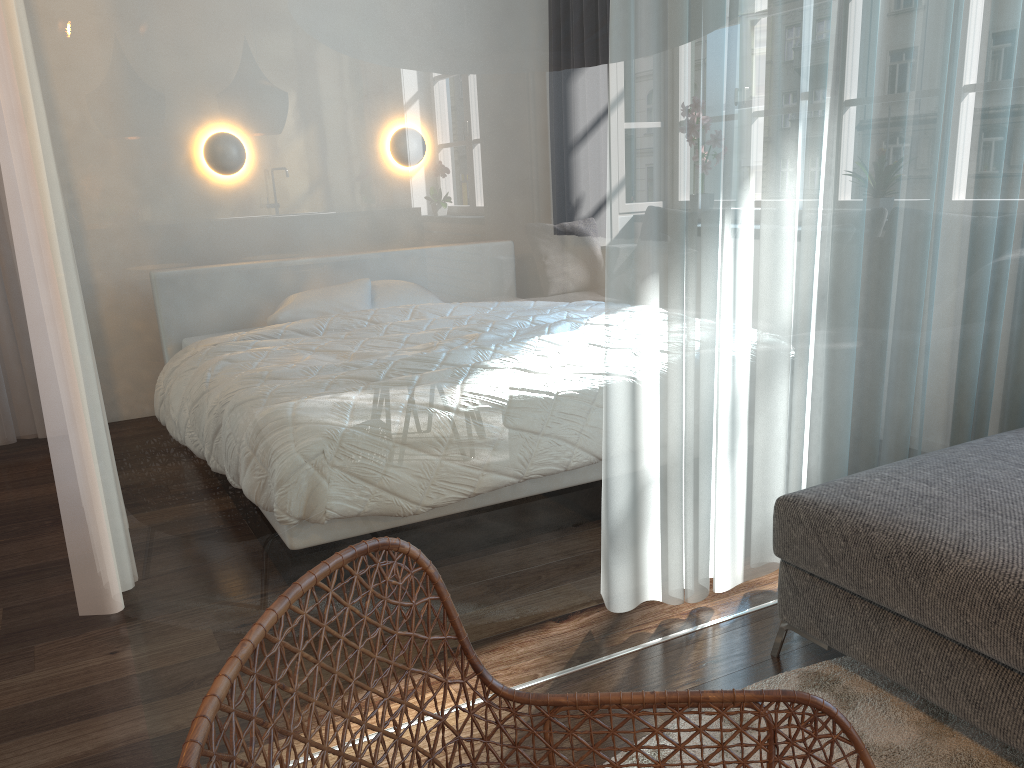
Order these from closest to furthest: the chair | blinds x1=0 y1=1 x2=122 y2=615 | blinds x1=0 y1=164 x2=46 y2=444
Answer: the chair, blinds x1=0 y1=1 x2=122 y2=615, blinds x1=0 y1=164 x2=46 y2=444

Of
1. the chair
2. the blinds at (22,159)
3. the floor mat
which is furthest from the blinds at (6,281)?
the chair

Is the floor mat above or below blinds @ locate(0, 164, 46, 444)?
below

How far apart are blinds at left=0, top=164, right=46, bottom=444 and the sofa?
3.5 meters

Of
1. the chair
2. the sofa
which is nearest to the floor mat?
the sofa

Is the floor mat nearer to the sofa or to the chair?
the sofa

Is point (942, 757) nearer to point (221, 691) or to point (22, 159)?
point (221, 691)

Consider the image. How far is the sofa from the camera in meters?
1.5

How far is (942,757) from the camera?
1.64m

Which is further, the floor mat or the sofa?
the floor mat
